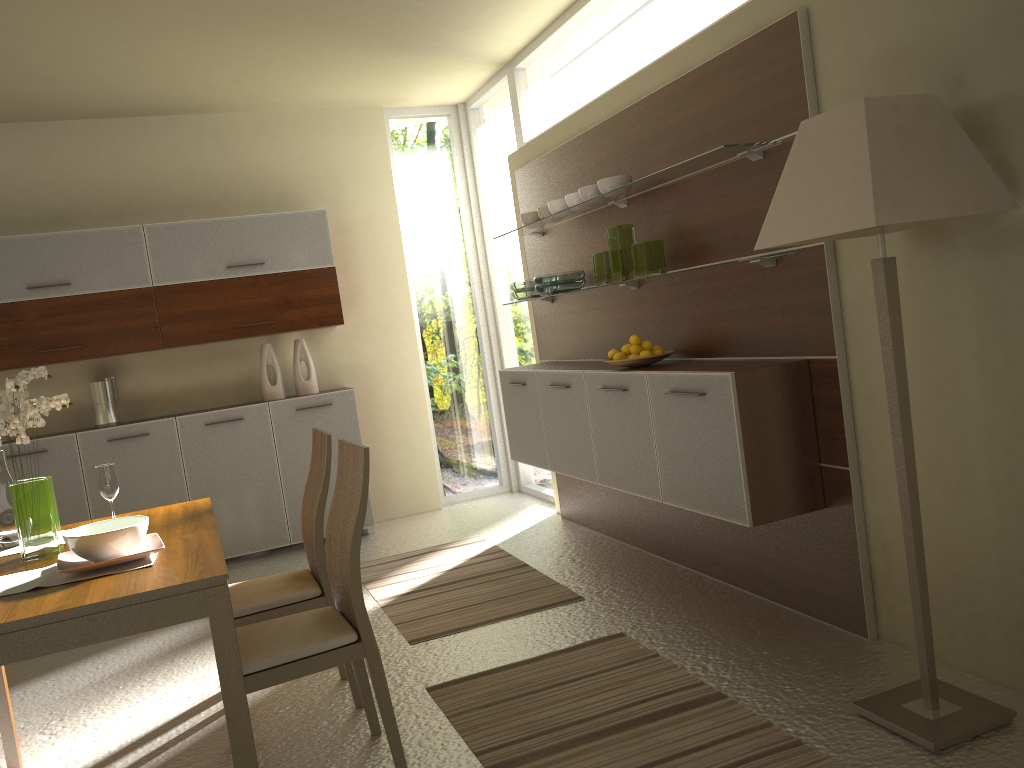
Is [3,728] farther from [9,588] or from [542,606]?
[542,606]

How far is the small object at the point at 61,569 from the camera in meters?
2.5

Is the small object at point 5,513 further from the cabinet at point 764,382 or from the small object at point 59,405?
the cabinet at point 764,382

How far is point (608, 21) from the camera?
4.57m

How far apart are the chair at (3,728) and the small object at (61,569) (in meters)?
0.81

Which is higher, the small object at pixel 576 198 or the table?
the small object at pixel 576 198

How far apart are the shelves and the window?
0.67m

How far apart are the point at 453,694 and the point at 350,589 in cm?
85

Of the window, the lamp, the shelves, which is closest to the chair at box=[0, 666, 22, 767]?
the lamp

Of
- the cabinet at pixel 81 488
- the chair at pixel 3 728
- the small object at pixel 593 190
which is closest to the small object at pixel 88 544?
the chair at pixel 3 728
